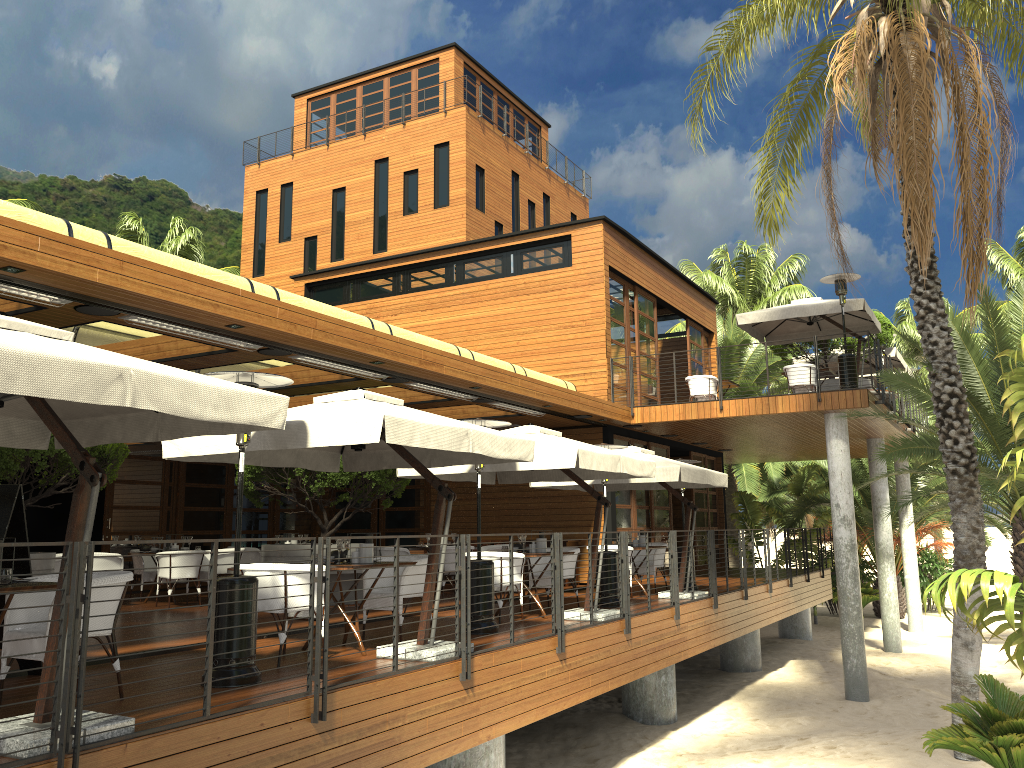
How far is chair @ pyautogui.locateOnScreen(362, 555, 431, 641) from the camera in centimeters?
830cm

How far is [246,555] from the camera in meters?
15.6

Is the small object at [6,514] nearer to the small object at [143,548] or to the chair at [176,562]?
the chair at [176,562]

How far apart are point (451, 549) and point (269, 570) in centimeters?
706cm

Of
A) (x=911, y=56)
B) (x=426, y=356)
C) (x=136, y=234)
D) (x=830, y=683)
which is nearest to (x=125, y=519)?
(x=426, y=356)

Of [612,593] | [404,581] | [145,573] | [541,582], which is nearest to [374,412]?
[404,581]

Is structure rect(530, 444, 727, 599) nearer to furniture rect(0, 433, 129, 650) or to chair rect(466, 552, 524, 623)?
chair rect(466, 552, 524, 623)

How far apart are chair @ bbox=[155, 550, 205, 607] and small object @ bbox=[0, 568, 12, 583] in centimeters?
767cm

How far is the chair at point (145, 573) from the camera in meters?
13.7 m

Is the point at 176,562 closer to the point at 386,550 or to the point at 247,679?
the point at 386,550
